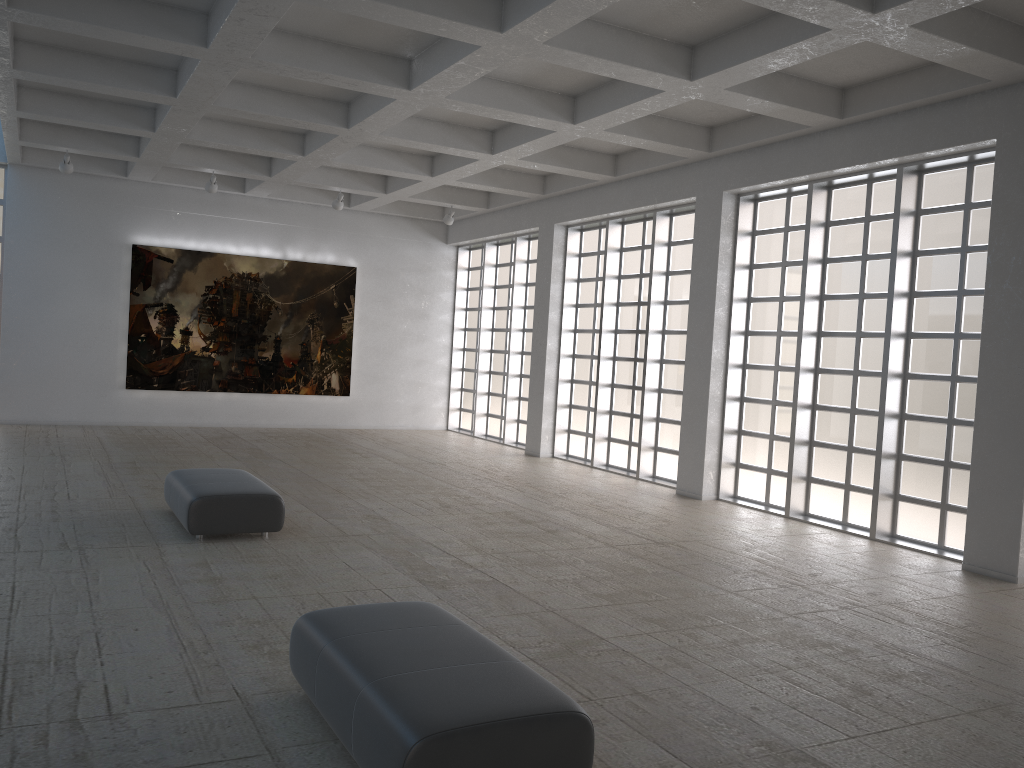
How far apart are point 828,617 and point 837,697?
3.2m
